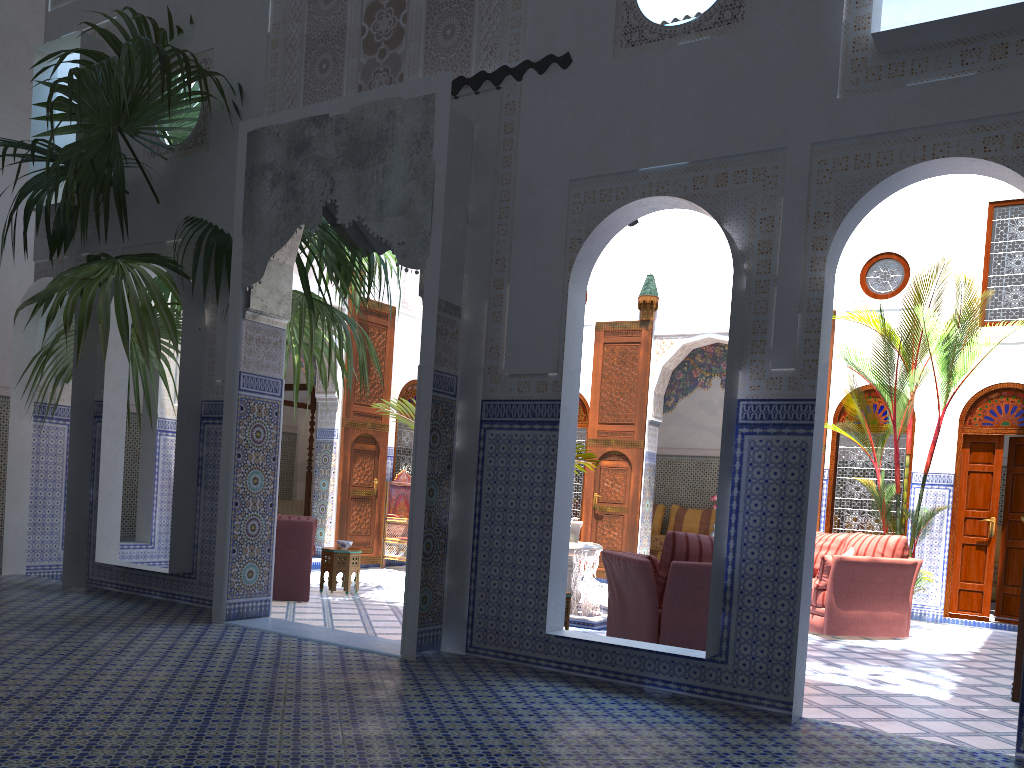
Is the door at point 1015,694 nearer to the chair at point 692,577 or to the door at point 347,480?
the chair at point 692,577

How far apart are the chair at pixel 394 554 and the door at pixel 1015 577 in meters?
5.0

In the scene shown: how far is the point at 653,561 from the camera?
4.2 meters

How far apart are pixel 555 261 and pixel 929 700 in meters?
2.5 m

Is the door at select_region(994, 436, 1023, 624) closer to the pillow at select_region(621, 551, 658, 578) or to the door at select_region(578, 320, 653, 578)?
the door at select_region(578, 320, 653, 578)

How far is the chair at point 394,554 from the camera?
8.36m

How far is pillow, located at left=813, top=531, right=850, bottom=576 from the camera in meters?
6.3 m

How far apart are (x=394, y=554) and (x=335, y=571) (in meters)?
2.24

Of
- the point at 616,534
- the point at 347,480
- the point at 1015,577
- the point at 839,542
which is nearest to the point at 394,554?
the point at 347,480

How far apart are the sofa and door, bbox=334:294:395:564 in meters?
4.1 m
